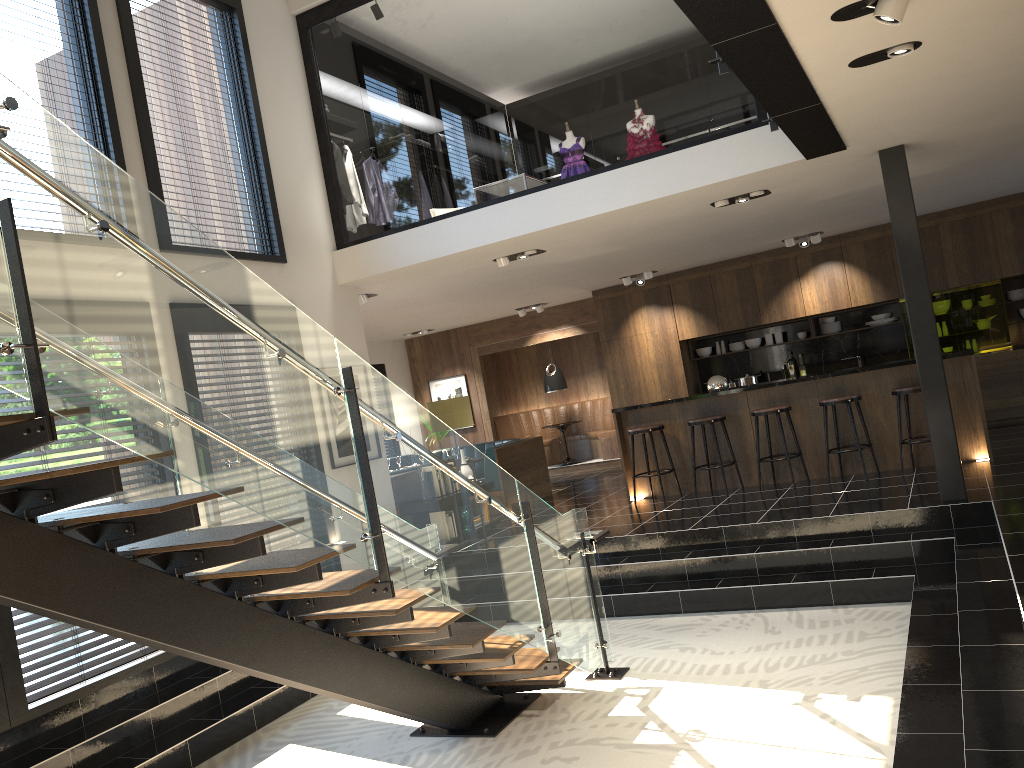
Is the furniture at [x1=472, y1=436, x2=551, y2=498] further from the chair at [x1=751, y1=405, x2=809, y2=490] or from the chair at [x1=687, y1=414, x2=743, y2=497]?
the chair at [x1=751, y1=405, x2=809, y2=490]

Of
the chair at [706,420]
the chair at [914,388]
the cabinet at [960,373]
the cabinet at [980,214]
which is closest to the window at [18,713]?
the cabinet at [960,373]

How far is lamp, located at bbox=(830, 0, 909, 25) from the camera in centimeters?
367cm

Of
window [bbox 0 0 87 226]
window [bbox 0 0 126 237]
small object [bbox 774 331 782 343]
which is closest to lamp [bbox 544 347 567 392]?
small object [bbox 774 331 782 343]

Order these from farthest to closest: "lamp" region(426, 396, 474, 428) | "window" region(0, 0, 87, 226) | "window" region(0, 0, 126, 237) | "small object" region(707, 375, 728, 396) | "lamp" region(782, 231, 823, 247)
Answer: "lamp" region(782, 231, 823, 247), "small object" region(707, 375, 728, 396), "lamp" region(426, 396, 474, 428), "window" region(0, 0, 126, 237), "window" region(0, 0, 87, 226)

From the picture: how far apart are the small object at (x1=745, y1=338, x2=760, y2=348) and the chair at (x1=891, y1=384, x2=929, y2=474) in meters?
4.3 m

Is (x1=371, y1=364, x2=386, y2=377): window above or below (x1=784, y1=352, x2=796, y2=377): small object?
above

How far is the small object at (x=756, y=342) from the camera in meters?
12.5

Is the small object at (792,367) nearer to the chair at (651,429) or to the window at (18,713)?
the chair at (651,429)

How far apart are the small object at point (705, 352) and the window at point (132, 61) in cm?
696
